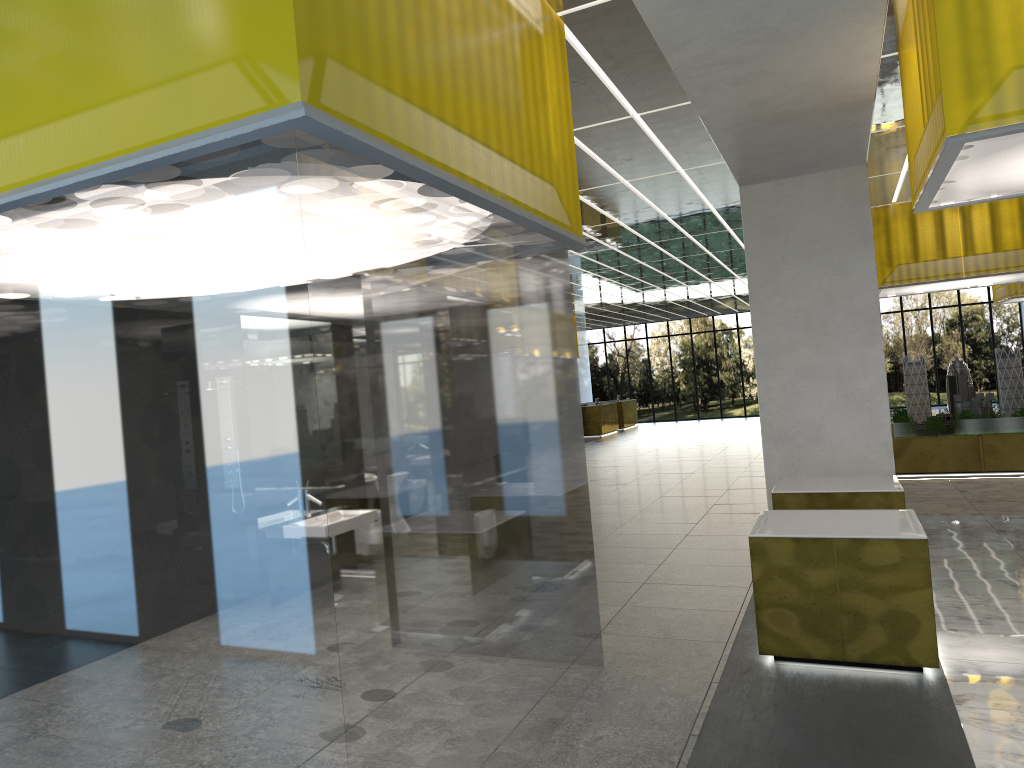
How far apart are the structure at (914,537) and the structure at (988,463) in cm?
1303

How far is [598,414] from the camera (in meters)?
43.79

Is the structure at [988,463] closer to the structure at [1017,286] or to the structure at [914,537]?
the structure at [1017,286]

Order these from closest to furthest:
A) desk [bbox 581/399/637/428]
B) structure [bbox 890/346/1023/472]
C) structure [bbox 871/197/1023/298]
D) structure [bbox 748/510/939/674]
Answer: structure [bbox 748/510/939/674], structure [bbox 871/197/1023/298], structure [bbox 890/346/1023/472], desk [bbox 581/399/637/428]

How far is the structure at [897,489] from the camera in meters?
10.5

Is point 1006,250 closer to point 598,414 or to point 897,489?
point 897,489

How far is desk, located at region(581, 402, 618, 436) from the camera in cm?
4379

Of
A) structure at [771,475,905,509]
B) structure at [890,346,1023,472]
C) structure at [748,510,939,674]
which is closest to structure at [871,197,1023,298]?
structure at [890,346,1023,472]

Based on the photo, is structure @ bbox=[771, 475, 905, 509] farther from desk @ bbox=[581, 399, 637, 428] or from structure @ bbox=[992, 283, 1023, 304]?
desk @ bbox=[581, 399, 637, 428]

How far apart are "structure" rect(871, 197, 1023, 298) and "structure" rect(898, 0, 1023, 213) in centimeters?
1123cm
